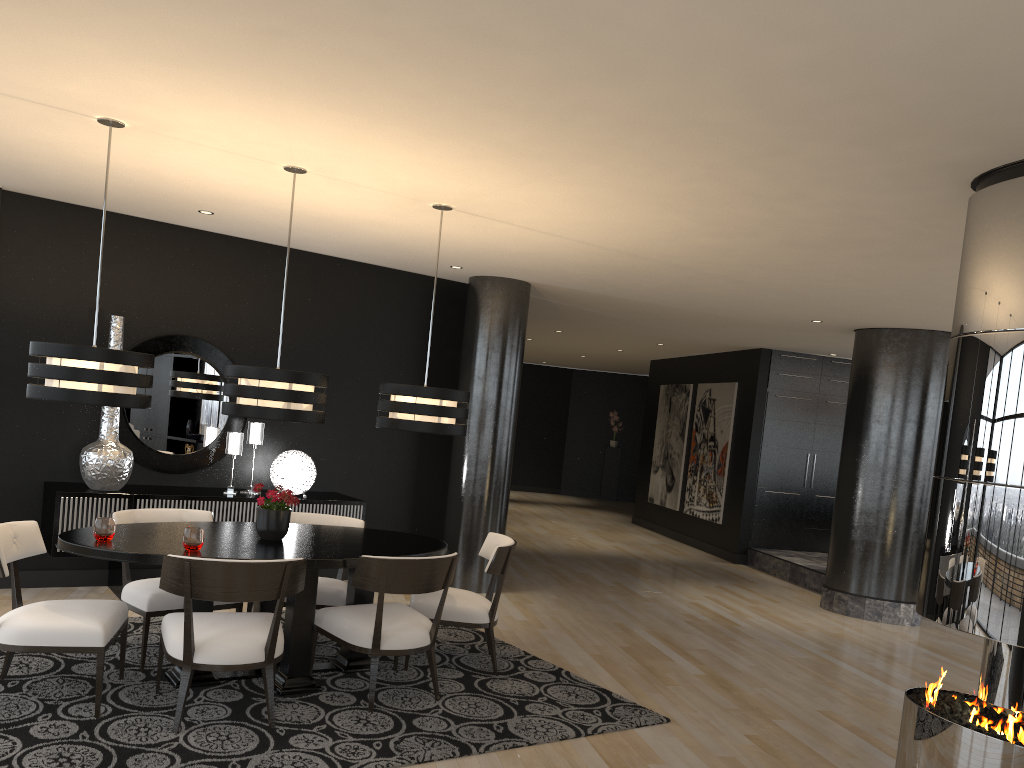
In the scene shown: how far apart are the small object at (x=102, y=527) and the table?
0.0 meters

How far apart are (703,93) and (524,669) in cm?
354

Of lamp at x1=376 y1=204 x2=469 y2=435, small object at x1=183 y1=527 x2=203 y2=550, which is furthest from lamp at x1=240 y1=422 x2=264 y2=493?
small object at x1=183 y1=527 x2=203 y2=550

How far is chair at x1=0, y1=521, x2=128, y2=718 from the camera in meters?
3.9

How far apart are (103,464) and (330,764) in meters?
3.3

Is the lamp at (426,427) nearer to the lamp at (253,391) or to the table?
the lamp at (253,391)

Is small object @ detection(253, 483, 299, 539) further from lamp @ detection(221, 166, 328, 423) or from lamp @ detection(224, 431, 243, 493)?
lamp @ detection(224, 431, 243, 493)

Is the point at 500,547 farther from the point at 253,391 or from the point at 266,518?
the point at 253,391

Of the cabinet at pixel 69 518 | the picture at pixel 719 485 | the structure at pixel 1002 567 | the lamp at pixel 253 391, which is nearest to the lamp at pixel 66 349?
the lamp at pixel 253 391

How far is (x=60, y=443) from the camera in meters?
6.3
